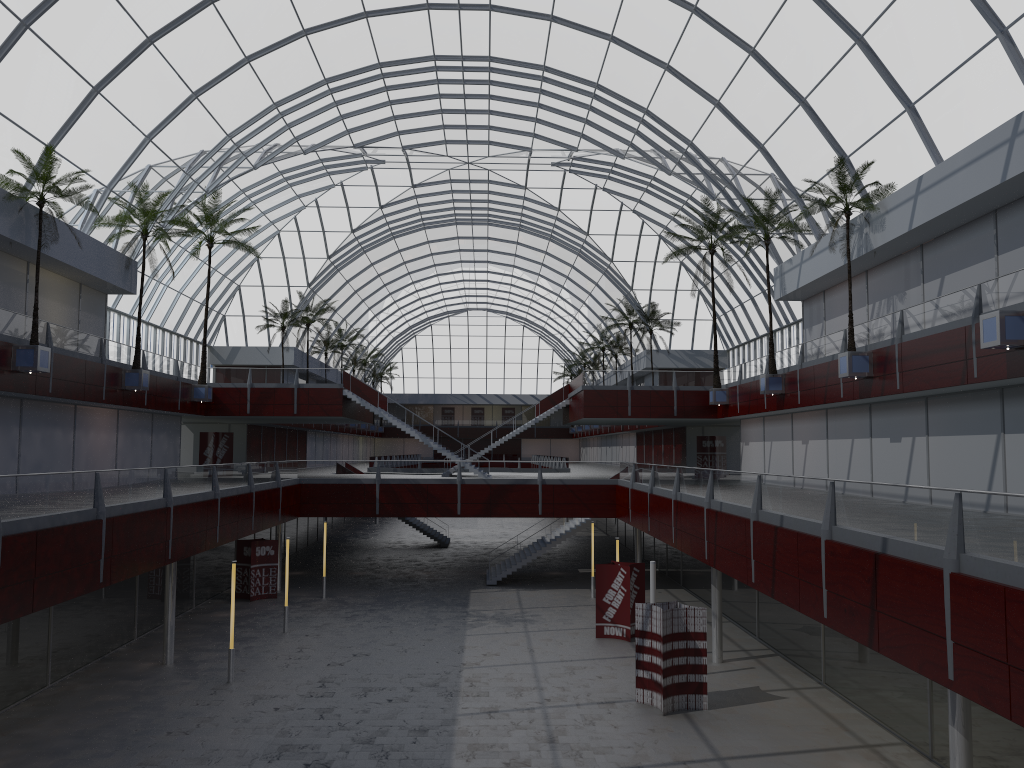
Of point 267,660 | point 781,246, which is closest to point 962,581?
point 267,660
